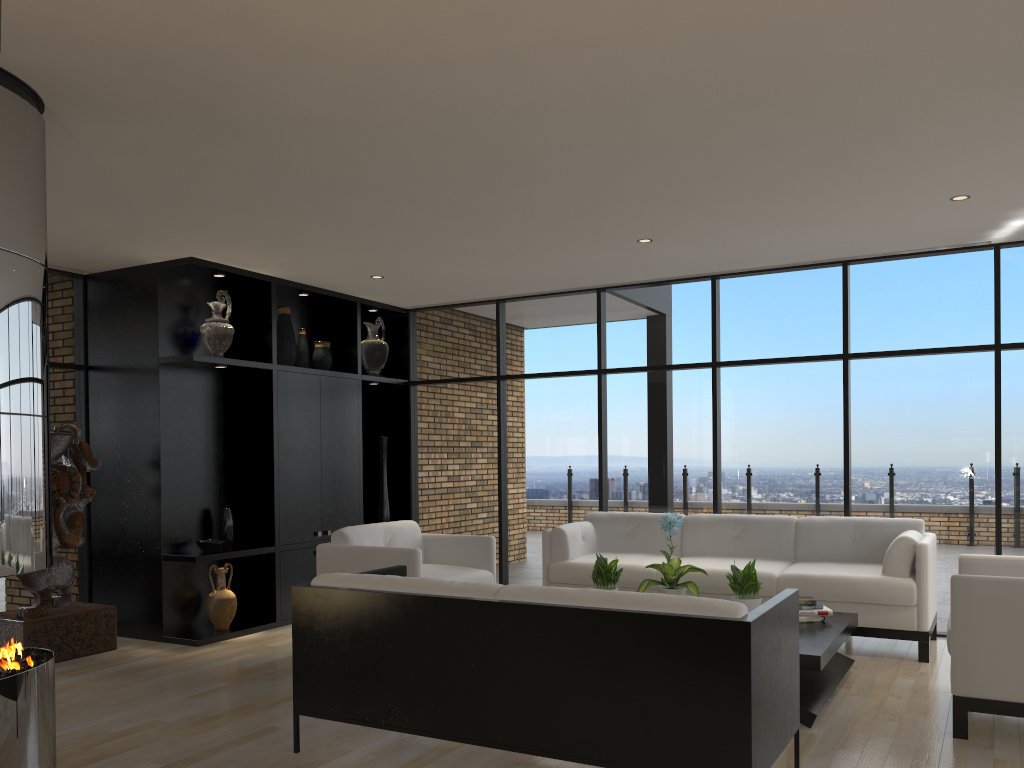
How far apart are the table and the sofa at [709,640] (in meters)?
0.64

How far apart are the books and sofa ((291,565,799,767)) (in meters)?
1.48

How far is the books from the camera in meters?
4.9

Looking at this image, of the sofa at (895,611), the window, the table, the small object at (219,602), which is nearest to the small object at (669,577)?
the table

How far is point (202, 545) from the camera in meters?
6.4

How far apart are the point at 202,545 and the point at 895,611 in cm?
470

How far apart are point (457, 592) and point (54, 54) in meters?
2.5 m

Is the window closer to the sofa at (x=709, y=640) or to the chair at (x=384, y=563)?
the chair at (x=384, y=563)

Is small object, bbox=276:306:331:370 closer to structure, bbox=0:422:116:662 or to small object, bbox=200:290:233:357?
small object, bbox=200:290:233:357

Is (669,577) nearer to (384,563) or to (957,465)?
(384,563)
